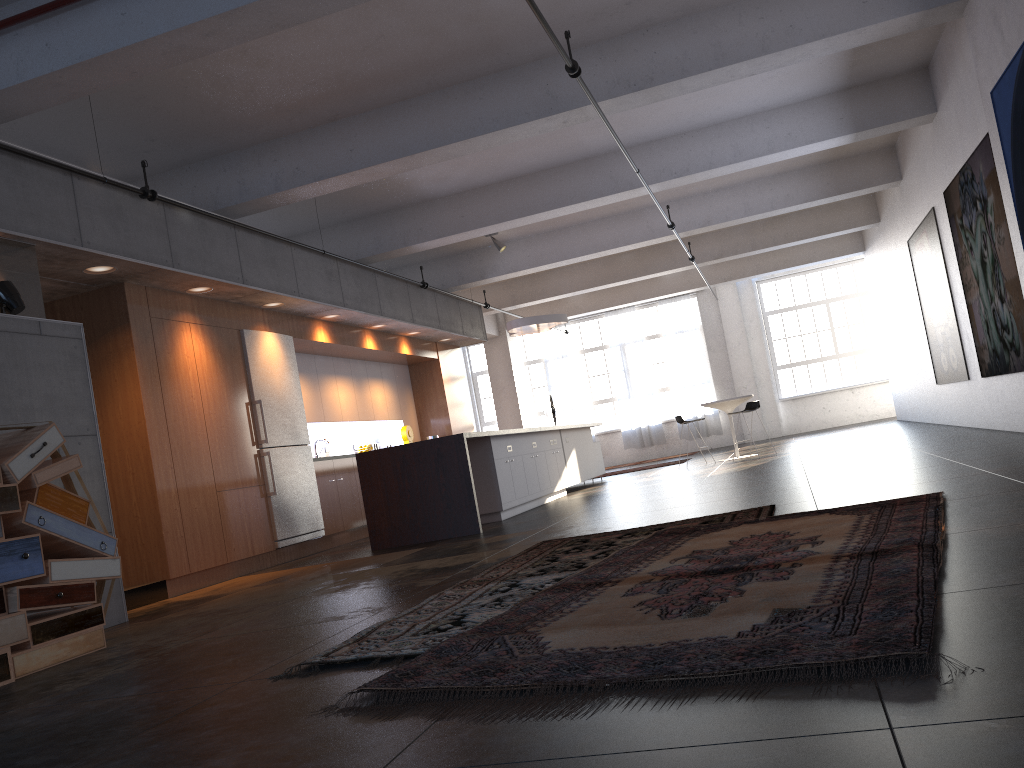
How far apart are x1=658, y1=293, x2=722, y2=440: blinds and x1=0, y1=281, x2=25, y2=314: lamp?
16.9 meters

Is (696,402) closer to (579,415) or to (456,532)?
(579,415)

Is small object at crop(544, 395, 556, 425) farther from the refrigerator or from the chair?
the refrigerator

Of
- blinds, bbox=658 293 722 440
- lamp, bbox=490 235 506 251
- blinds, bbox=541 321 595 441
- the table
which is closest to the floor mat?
lamp, bbox=490 235 506 251

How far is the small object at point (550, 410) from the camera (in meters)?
19.80

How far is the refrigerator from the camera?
9.2 meters

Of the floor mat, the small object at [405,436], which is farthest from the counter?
the small object at [405,436]

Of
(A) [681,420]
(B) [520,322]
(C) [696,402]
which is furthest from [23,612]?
(C) [696,402]

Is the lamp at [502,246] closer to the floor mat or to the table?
the table

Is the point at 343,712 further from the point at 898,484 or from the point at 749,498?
the point at 749,498
